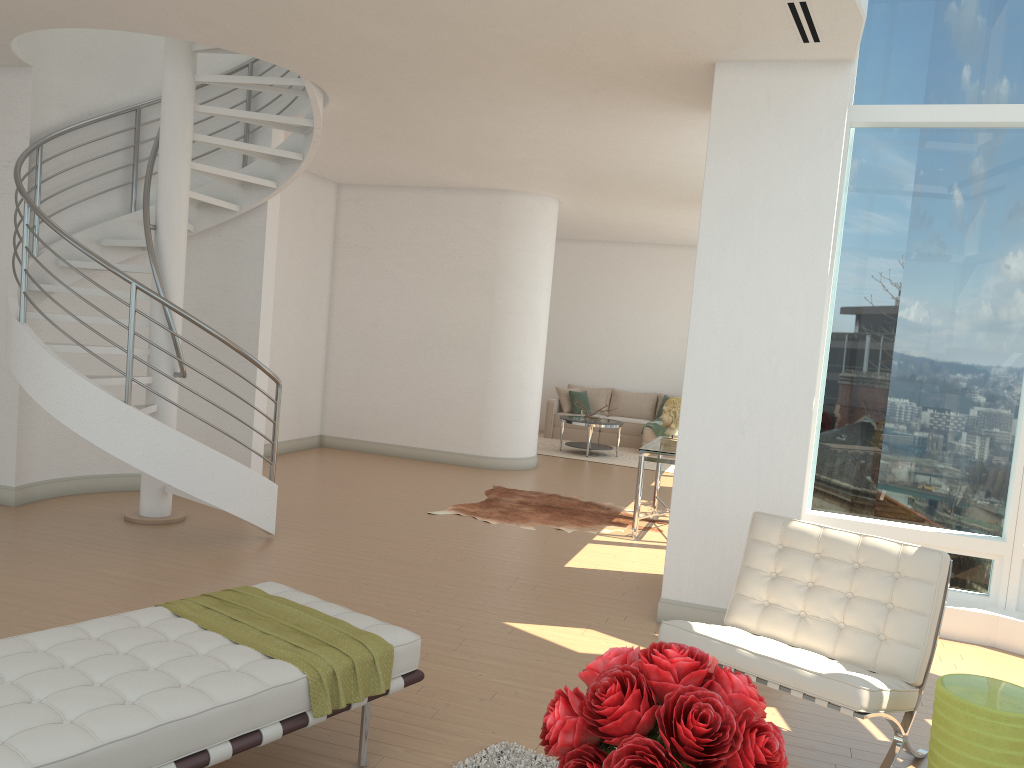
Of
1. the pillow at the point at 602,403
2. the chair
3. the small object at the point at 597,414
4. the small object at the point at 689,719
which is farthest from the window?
the pillow at the point at 602,403

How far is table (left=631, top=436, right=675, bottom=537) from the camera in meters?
7.7

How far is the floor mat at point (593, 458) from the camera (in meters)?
12.61

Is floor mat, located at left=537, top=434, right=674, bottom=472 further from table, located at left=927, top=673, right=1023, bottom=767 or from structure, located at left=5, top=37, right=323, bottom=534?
table, located at left=927, top=673, right=1023, bottom=767

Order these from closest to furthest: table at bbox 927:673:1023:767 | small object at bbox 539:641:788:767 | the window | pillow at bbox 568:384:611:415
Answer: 1. small object at bbox 539:641:788:767
2. table at bbox 927:673:1023:767
3. the window
4. pillow at bbox 568:384:611:415

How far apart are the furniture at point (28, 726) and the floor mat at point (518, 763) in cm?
36

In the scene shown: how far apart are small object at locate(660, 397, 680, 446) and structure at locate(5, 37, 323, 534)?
3.53m

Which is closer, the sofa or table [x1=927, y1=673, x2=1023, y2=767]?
table [x1=927, y1=673, x2=1023, y2=767]

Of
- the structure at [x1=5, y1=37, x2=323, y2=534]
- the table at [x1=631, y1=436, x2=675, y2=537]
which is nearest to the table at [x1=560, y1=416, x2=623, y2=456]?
the table at [x1=631, y1=436, x2=675, y2=537]

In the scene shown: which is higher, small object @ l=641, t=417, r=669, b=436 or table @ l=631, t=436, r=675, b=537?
table @ l=631, t=436, r=675, b=537
